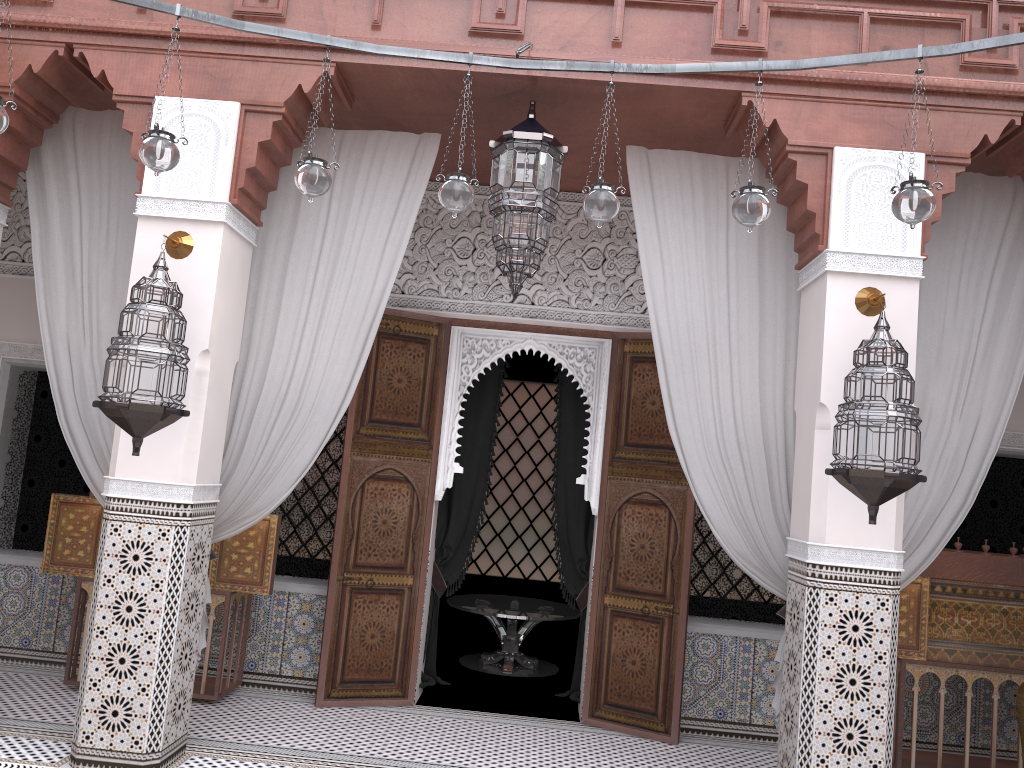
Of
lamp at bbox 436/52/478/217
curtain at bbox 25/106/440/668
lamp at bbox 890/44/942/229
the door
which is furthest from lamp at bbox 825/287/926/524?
curtain at bbox 25/106/440/668

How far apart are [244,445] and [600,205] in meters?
1.4

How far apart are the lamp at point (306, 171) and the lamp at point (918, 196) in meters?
1.1

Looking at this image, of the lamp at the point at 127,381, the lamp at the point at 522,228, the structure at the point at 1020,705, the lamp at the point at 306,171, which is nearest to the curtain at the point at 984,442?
the lamp at the point at 522,228

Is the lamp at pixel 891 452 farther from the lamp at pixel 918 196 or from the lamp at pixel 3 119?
the lamp at pixel 3 119

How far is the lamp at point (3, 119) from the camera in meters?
1.7 m

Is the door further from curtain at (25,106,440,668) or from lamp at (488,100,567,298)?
lamp at (488,100,567,298)

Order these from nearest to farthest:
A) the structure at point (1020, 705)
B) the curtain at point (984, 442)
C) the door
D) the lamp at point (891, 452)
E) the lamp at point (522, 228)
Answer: the lamp at point (891, 452)
the structure at point (1020, 705)
the lamp at point (522, 228)
the curtain at point (984, 442)
the door

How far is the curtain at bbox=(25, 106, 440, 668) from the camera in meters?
2.6 m

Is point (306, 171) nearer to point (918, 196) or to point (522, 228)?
point (522, 228)
